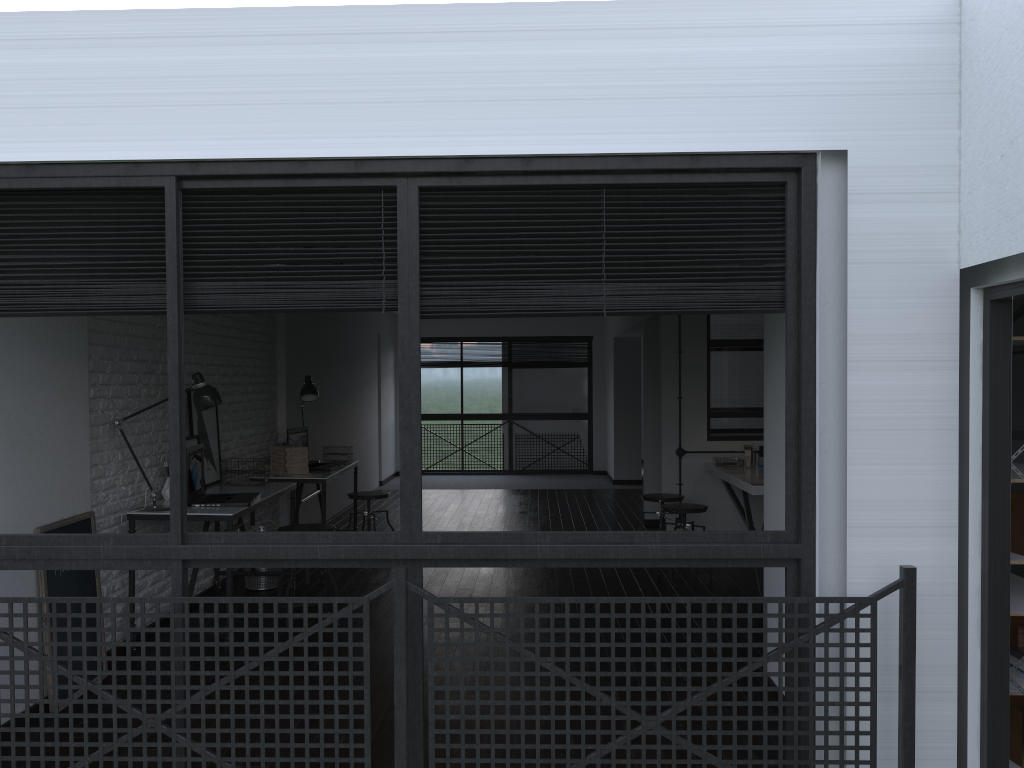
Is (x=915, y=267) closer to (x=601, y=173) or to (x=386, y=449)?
(x=601, y=173)

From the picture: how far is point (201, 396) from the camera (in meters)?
4.73

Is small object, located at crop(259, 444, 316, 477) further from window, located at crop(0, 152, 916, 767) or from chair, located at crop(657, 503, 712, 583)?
window, located at crop(0, 152, 916, 767)

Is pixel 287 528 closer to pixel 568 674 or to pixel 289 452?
pixel 289 452

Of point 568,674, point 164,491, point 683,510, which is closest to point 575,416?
point 683,510

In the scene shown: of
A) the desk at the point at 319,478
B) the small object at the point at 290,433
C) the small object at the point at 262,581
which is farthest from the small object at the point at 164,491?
the small object at the point at 290,433

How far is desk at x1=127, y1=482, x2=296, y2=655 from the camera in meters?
4.4

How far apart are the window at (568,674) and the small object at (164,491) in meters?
2.1

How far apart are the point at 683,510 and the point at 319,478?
2.5 meters

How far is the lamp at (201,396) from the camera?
4.7m
